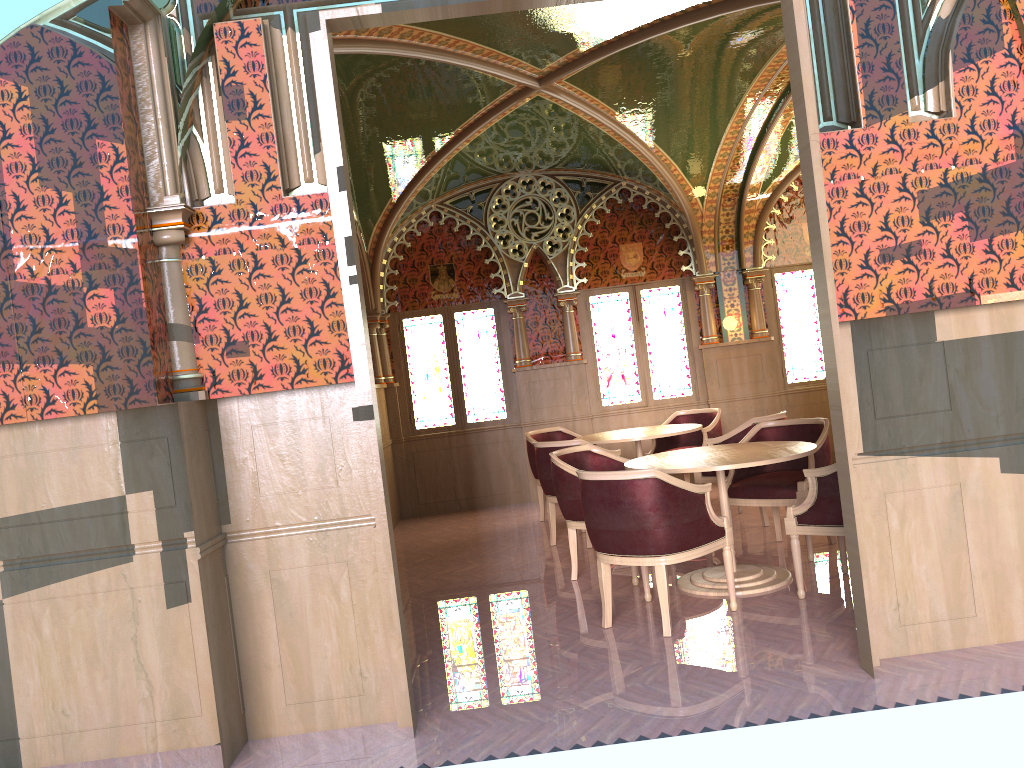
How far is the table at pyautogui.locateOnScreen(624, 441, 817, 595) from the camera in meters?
5.0 m

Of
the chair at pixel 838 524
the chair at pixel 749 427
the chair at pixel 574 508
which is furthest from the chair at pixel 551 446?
the chair at pixel 838 524

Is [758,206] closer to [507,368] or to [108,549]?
[507,368]

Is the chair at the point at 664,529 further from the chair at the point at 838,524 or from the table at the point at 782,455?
the chair at the point at 838,524

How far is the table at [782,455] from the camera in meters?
5.0 m

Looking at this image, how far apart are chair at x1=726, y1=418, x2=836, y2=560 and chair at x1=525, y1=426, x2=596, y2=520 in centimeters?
254cm

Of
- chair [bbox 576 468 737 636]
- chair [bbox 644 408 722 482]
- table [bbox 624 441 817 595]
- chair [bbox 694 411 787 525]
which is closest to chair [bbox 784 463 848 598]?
table [bbox 624 441 817 595]

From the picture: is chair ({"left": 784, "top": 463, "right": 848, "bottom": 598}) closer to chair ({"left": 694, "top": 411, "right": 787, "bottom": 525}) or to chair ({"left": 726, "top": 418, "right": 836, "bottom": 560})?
chair ({"left": 726, "top": 418, "right": 836, "bottom": 560})

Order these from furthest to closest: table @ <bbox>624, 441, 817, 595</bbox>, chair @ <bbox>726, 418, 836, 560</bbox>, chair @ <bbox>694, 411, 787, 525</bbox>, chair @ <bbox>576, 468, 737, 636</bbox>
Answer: chair @ <bbox>694, 411, 787, 525</bbox> < chair @ <bbox>726, 418, 836, 560</bbox> < table @ <bbox>624, 441, 817, 595</bbox> < chair @ <bbox>576, 468, 737, 636</bbox>

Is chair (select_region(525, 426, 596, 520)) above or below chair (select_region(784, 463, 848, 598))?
above
